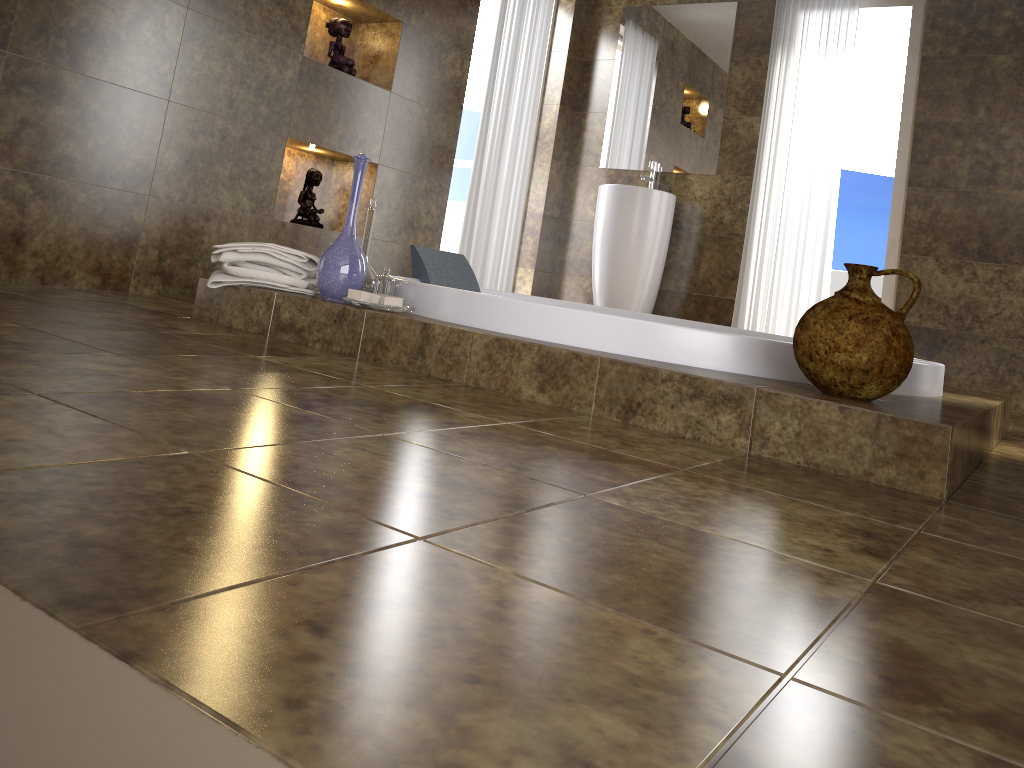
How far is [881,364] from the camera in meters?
1.7

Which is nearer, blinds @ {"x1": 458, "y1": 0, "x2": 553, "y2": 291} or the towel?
the towel

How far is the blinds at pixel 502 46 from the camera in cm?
464

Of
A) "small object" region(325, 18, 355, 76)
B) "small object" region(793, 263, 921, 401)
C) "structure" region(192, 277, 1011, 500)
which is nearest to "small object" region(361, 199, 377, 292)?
"structure" region(192, 277, 1011, 500)

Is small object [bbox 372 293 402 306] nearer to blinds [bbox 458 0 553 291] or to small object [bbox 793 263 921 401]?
small object [bbox 793 263 921 401]

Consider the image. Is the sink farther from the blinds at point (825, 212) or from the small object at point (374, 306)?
the small object at point (374, 306)

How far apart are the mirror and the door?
0.8m

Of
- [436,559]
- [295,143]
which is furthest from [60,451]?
[295,143]

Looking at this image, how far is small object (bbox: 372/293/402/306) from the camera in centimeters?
225cm

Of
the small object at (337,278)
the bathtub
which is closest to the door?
the bathtub
